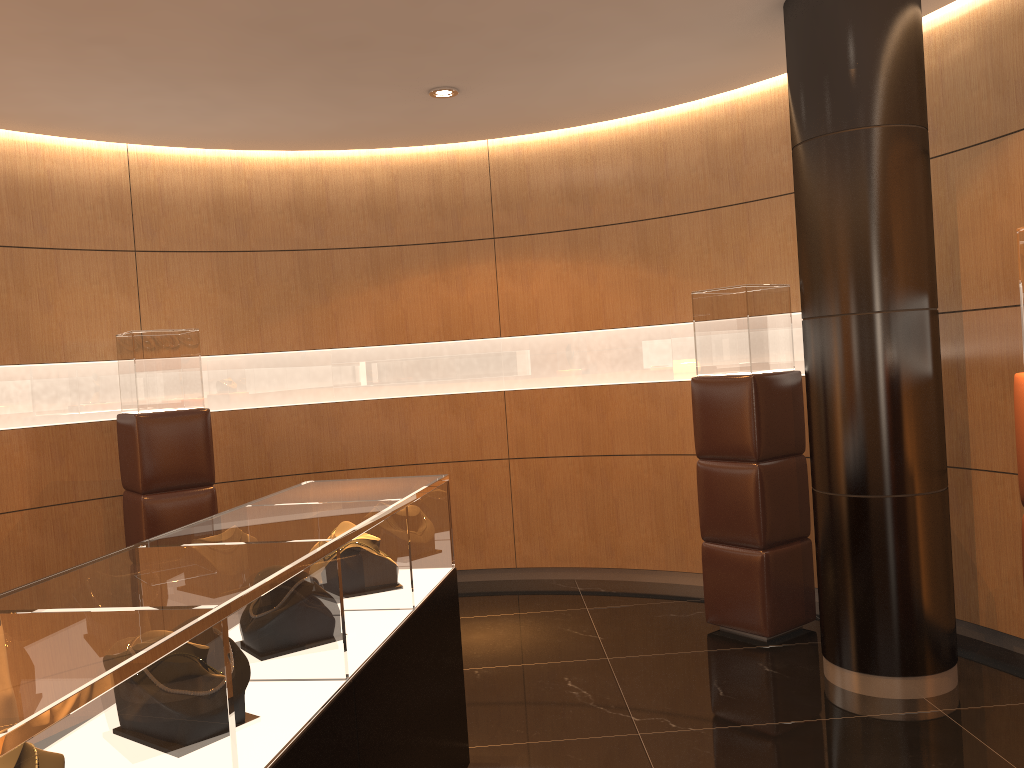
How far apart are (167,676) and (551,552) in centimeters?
529cm

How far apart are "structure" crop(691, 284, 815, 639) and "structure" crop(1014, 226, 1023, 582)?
1.8 meters

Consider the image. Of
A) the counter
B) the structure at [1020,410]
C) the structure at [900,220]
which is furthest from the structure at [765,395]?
the counter

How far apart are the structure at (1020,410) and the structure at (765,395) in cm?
185

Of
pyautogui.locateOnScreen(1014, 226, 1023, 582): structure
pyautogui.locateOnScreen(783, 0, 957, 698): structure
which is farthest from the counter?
pyautogui.locateOnScreen(1014, 226, 1023, 582): structure

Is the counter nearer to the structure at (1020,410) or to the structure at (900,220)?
the structure at (900,220)

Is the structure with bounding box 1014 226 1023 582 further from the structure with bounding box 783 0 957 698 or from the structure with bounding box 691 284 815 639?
the structure with bounding box 691 284 815 639

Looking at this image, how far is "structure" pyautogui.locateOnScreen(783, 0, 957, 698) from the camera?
4.0 meters

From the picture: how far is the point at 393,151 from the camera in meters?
6.7

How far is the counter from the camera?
1.4m
